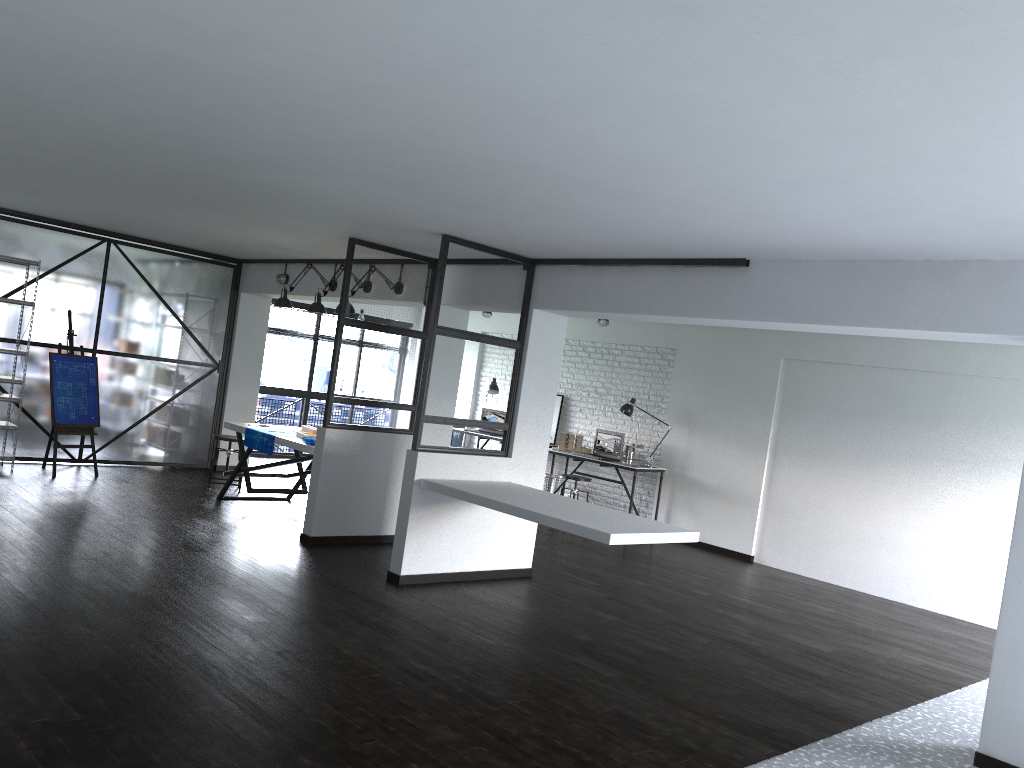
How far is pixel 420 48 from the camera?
2.5m

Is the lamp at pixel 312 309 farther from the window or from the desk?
the window

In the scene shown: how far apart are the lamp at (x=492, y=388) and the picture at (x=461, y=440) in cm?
101

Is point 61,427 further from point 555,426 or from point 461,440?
point 555,426

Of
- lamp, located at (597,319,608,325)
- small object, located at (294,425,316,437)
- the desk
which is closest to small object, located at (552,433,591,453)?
the desk

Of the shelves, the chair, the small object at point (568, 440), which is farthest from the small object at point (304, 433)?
the small object at point (568, 440)

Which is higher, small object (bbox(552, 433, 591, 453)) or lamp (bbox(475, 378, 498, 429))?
lamp (bbox(475, 378, 498, 429))

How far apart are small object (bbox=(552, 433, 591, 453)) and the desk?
0.3 meters

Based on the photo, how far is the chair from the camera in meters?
8.3 m

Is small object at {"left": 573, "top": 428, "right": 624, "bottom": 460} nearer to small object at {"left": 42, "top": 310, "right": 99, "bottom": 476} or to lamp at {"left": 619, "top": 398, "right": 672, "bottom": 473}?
lamp at {"left": 619, "top": 398, "right": 672, "bottom": 473}
